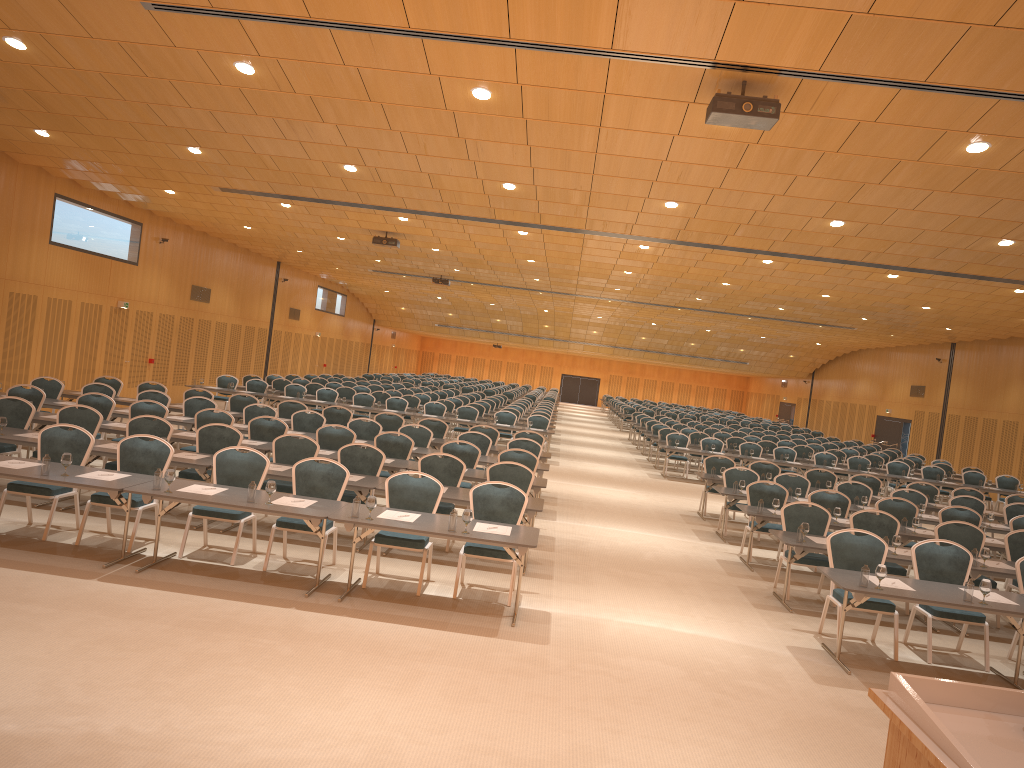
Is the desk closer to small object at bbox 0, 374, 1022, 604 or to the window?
small object at bbox 0, 374, 1022, 604

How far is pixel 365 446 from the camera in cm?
1203

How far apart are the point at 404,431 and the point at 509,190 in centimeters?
446cm

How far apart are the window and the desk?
14.0m

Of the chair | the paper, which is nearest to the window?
the chair

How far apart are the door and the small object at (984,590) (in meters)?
23.65

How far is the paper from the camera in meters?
8.0 m

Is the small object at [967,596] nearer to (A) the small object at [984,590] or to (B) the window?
(A) the small object at [984,590]

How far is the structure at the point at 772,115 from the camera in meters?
7.8

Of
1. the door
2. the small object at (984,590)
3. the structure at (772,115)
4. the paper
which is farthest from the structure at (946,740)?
the door
